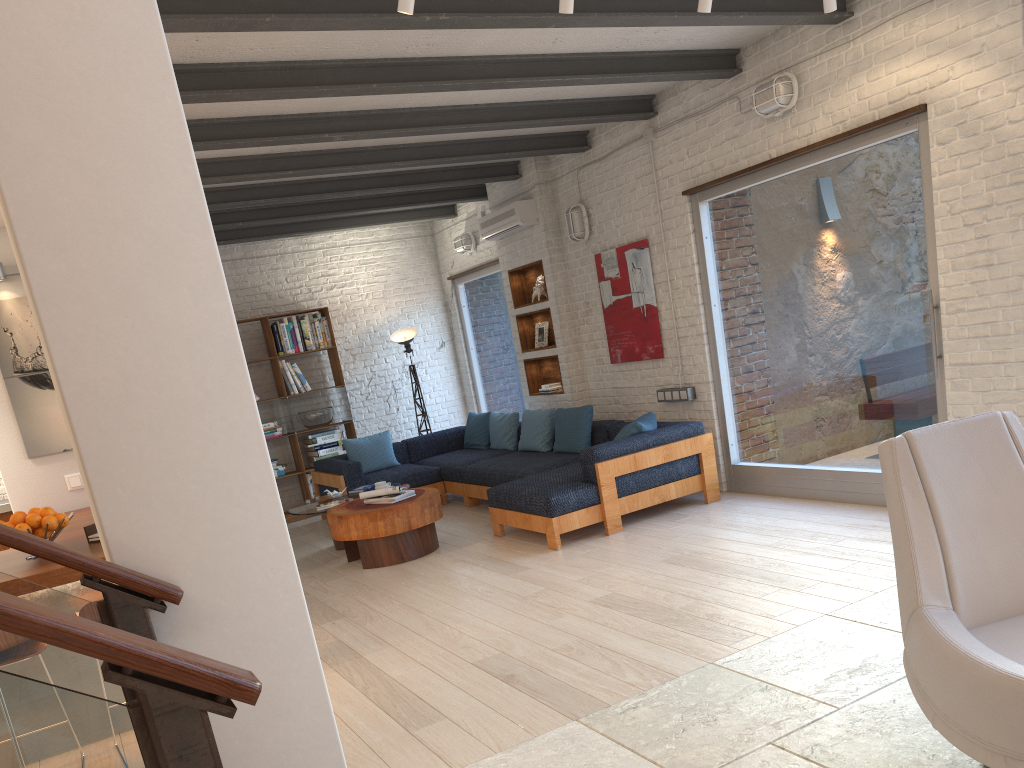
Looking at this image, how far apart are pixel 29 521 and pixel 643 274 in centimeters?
500cm

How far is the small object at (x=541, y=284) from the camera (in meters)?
8.66

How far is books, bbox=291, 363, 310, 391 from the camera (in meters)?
9.61

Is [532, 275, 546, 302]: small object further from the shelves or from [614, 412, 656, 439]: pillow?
[614, 412, 656, 439]: pillow

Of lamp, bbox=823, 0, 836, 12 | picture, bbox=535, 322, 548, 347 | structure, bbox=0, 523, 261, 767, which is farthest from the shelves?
structure, bbox=0, 523, 261, 767

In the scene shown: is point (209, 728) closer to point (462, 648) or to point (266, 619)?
point (266, 619)

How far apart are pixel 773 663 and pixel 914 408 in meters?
2.6 m

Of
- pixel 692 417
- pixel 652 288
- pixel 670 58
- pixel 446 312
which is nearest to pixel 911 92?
pixel 670 58

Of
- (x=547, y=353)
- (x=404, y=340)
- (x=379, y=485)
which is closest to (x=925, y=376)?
(x=547, y=353)

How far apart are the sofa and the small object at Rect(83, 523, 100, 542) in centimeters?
293cm
